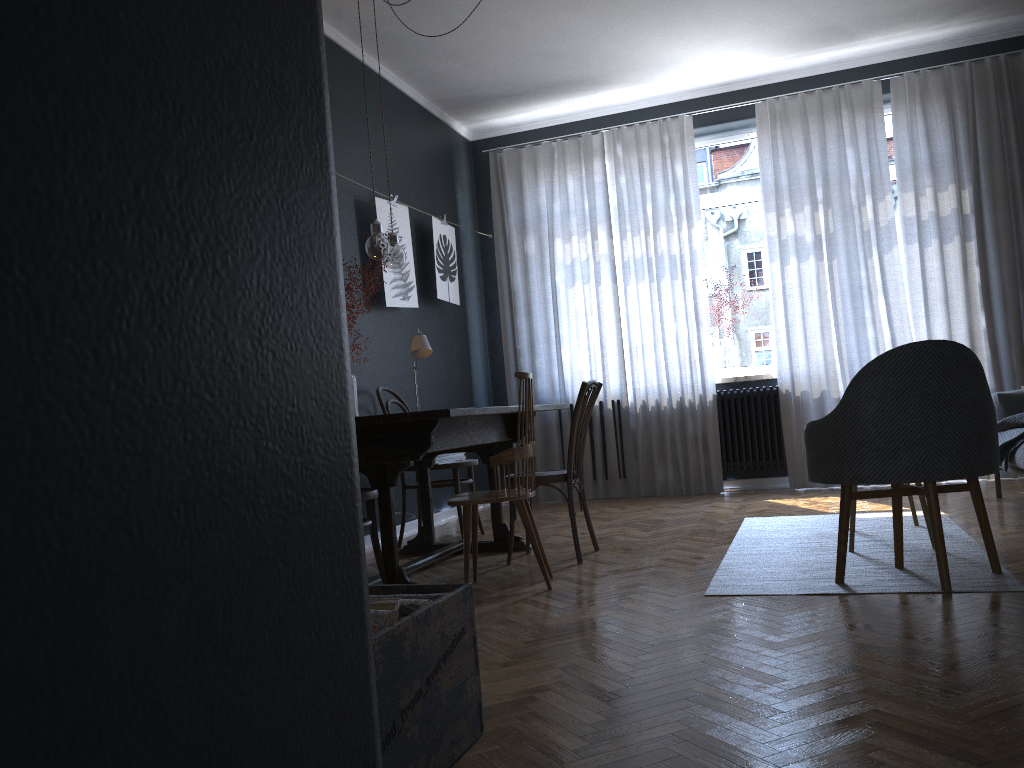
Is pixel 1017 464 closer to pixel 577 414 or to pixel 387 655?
pixel 577 414

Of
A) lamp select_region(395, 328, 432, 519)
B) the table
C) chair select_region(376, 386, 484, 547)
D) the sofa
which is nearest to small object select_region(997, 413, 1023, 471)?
the sofa

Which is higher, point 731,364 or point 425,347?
point 425,347

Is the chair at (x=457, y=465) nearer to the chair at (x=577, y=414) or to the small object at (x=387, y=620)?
the chair at (x=577, y=414)

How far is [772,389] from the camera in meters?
6.3

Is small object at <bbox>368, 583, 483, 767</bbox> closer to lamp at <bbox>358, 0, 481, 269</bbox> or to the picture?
lamp at <bbox>358, 0, 481, 269</bbox>

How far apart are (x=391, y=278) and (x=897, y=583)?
3.43m

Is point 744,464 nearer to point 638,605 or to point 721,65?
point 721,65

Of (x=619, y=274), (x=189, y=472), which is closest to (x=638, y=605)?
(x=189, y=472)

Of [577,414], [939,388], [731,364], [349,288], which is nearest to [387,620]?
[939,388]
